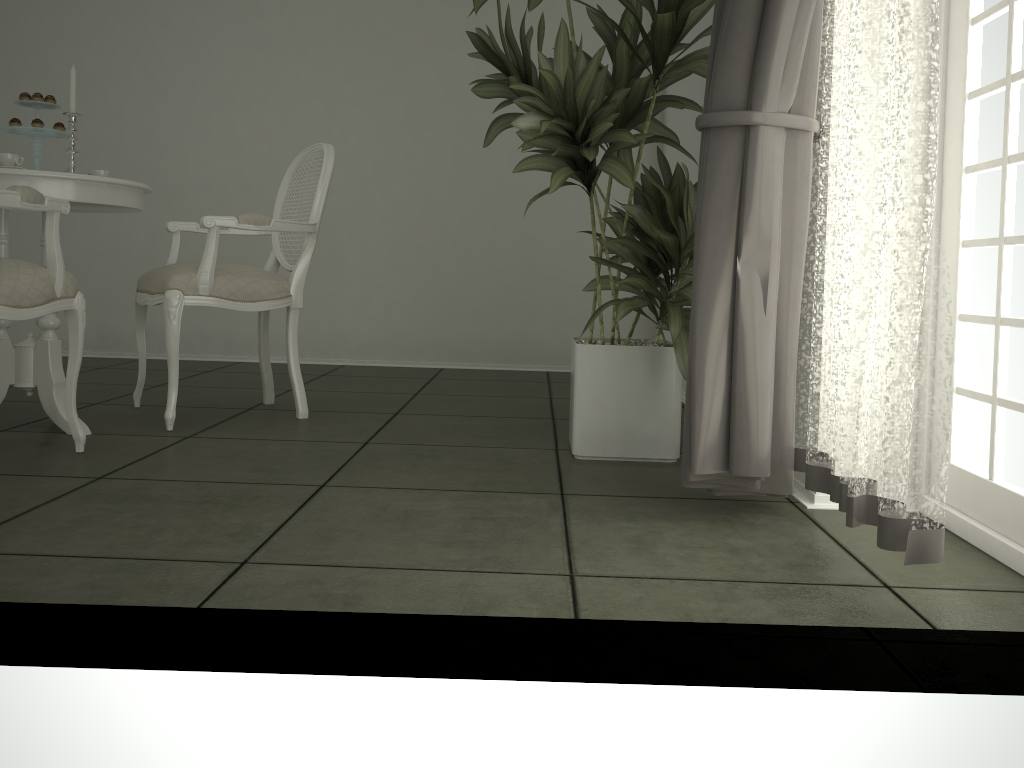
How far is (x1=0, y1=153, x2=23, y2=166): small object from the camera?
2.6 meters

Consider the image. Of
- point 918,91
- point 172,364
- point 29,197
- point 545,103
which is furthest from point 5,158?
point 918,91

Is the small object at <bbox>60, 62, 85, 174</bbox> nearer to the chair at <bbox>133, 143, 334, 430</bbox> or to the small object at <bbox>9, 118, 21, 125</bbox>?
the small object at <bbox>9, 118, 21, 125</bbox>

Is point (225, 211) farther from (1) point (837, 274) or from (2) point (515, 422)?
(1) point (837, 274)

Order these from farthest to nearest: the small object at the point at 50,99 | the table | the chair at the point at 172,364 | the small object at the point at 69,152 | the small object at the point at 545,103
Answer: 1. the chair at the point at 172,364
2. the small object at the point at 50,99
3. the small object at the point at 69,152
4. the table
5. the small object at the point at 545,103

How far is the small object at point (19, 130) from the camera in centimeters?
280cm

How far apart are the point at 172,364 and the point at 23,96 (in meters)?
0.96

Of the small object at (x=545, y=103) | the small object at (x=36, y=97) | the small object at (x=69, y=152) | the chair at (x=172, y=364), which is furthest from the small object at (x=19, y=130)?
the small object at (x=545, y=103)

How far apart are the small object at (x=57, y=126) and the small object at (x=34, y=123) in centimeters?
6cm

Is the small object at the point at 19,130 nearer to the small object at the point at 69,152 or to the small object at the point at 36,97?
the small object at the point at 36,97
